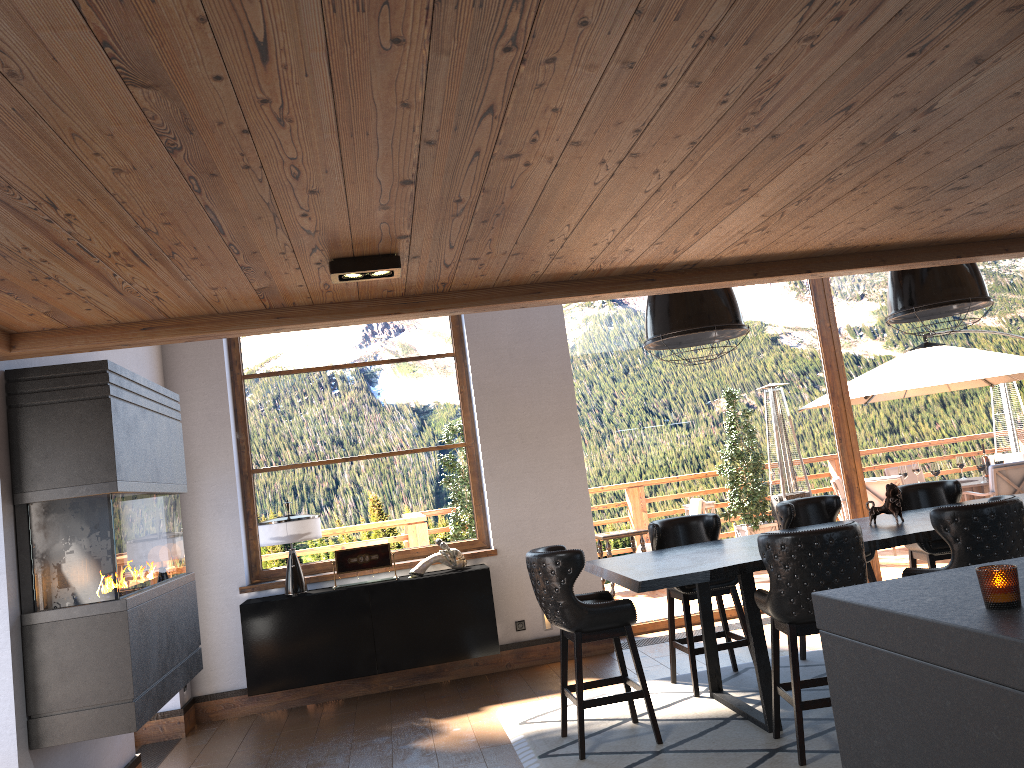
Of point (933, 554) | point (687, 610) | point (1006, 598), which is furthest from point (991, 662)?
point (933, 554)

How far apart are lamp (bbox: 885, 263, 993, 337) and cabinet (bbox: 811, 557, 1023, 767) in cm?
316

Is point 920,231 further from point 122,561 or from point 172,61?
point 122,561

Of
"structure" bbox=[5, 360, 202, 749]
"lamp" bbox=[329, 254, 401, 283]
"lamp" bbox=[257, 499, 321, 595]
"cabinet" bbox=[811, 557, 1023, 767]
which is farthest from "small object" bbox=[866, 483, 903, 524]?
"structure" bbox=[5, 360, 202, 749]

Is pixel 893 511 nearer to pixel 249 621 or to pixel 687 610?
pixel 687 610

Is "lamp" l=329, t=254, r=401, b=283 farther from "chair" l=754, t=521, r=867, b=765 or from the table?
"chair" l=754, t=521, r=867, b=765

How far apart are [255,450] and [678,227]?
4.95m

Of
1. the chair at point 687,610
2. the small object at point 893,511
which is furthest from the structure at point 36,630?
the small object at point 893,511

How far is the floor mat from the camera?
4.4 meters

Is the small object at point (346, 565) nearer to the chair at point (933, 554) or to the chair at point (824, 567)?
the chair at point (824, 567)
